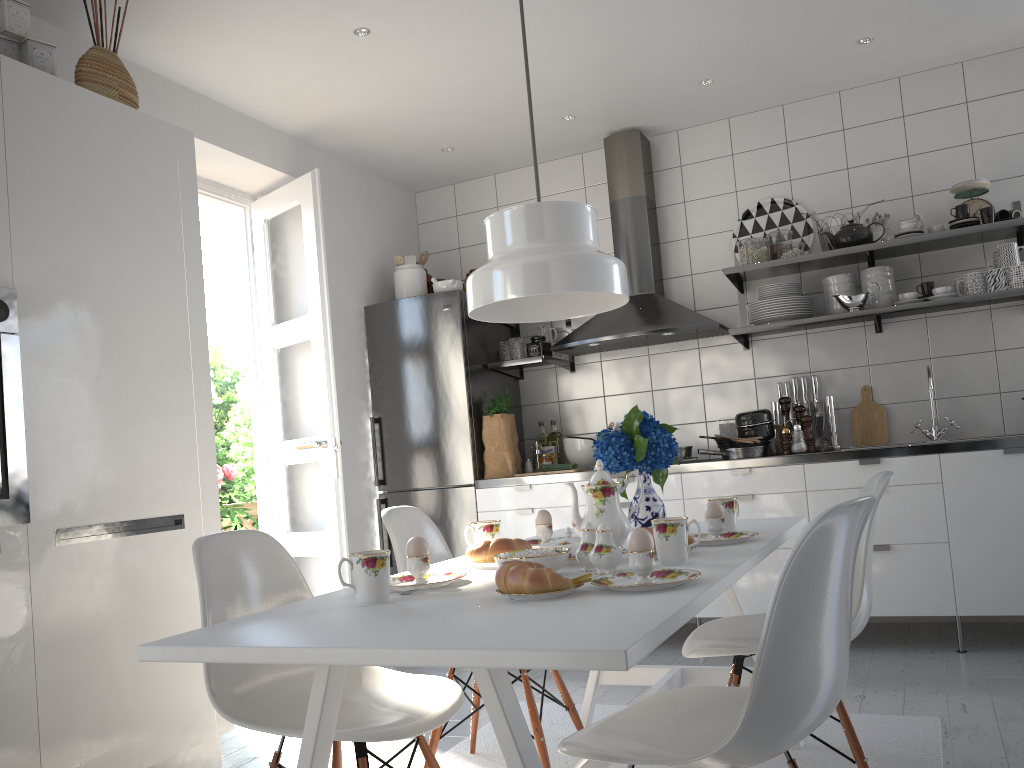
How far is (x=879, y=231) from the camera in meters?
4.1 m

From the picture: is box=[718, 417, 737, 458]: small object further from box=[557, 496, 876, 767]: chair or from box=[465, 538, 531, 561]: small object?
box=[557, 496, 876, 767]: chair

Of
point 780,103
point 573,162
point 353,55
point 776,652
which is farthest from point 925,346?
point 776,652

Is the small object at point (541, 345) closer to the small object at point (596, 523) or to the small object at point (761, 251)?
the small object at point (761, 251)

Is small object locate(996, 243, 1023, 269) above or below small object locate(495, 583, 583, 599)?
above

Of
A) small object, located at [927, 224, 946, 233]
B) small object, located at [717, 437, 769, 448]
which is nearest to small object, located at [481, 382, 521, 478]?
small object, located at [717, 437, 769, 448]

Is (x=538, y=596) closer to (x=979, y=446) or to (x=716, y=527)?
(x=716, y=527)

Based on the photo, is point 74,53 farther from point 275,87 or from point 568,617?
point 568,617

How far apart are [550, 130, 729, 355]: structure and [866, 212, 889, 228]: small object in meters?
0.9 m

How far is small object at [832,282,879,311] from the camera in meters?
3.9 m
